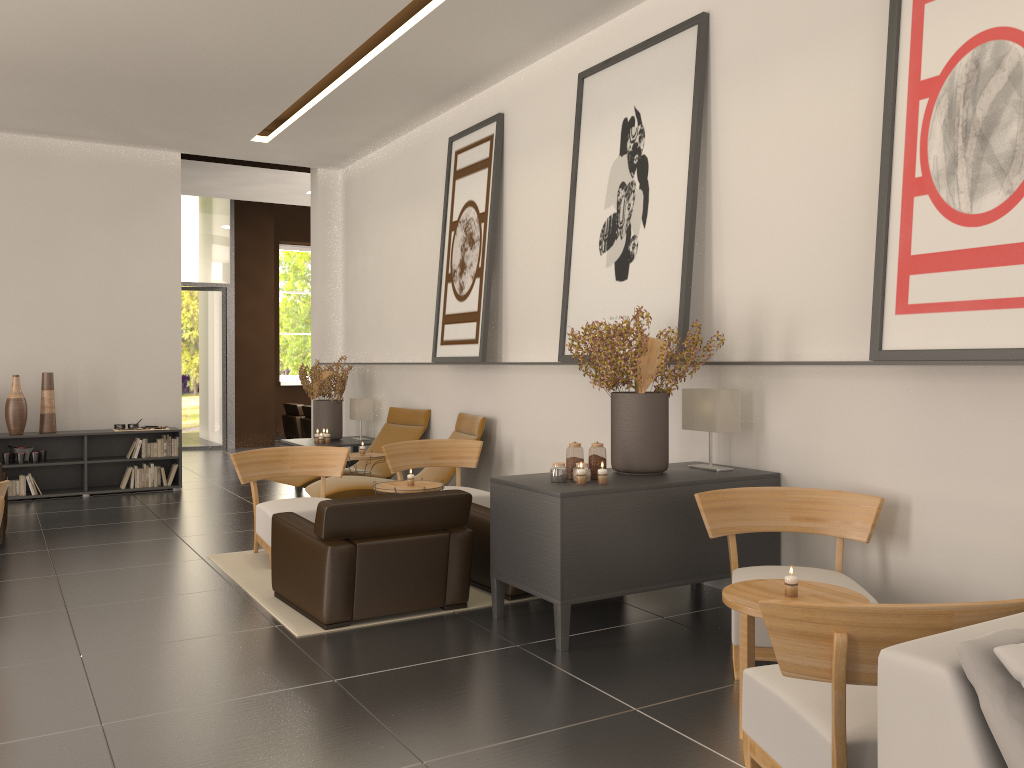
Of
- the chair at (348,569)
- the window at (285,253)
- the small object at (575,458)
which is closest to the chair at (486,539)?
the chair at (348,569)

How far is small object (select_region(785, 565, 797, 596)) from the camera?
5.5m

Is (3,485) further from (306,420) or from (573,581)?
(306,420)

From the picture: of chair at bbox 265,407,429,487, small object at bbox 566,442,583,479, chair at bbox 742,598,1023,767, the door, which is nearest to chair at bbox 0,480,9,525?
small object at bbox 566,442,583,479

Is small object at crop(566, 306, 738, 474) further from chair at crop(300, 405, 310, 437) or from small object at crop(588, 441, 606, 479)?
chair at crop(300, 405, 310, 437)

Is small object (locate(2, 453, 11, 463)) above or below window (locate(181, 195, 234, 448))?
below

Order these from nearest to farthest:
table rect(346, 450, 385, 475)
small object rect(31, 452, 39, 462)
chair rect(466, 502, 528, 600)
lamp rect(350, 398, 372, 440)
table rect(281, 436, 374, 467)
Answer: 1. chair rect(466, 502, 528, 600)
2. table rect(346, 450, 385, 475)
3. small object rect(31, 452, 39, 462)
4. table rect(281, 436, 374, 467)
5. lamp rect(350, 398, 372, 440)

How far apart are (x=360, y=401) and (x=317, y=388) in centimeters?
84cm

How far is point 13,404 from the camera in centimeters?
1450cm

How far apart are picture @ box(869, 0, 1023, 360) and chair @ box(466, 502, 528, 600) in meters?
3.8 m
